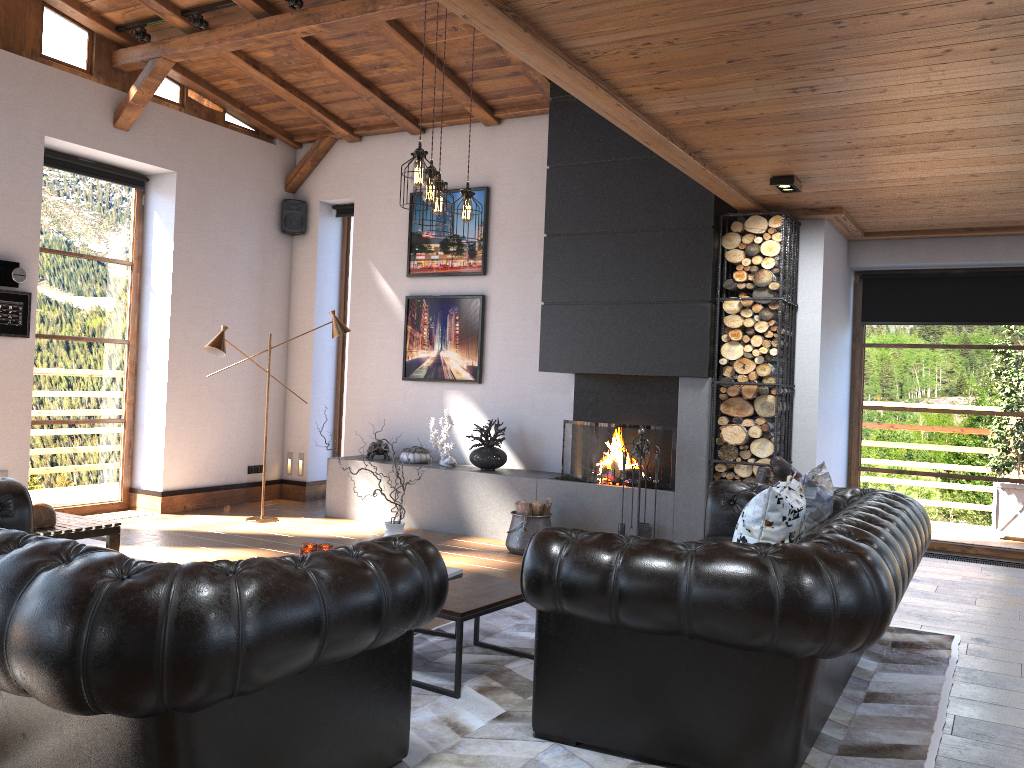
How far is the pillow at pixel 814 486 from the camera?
4.1m

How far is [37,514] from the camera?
5.7 meters

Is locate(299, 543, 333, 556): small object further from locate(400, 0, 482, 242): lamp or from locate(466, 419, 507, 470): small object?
locate(466, 419, 507, 470): small object

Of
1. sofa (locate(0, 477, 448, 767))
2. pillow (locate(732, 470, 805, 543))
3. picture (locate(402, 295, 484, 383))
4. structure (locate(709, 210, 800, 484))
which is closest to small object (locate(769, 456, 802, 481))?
structure (locate(709, 210, 800, 484))

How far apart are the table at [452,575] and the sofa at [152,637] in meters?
1.4 m

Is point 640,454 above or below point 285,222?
below

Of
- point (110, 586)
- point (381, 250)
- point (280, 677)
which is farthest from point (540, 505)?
point (110, 586)

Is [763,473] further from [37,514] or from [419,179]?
[37,514]

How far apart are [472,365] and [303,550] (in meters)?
3.95

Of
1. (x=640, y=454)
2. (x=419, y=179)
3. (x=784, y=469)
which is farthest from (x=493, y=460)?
(x=419, y=179)
